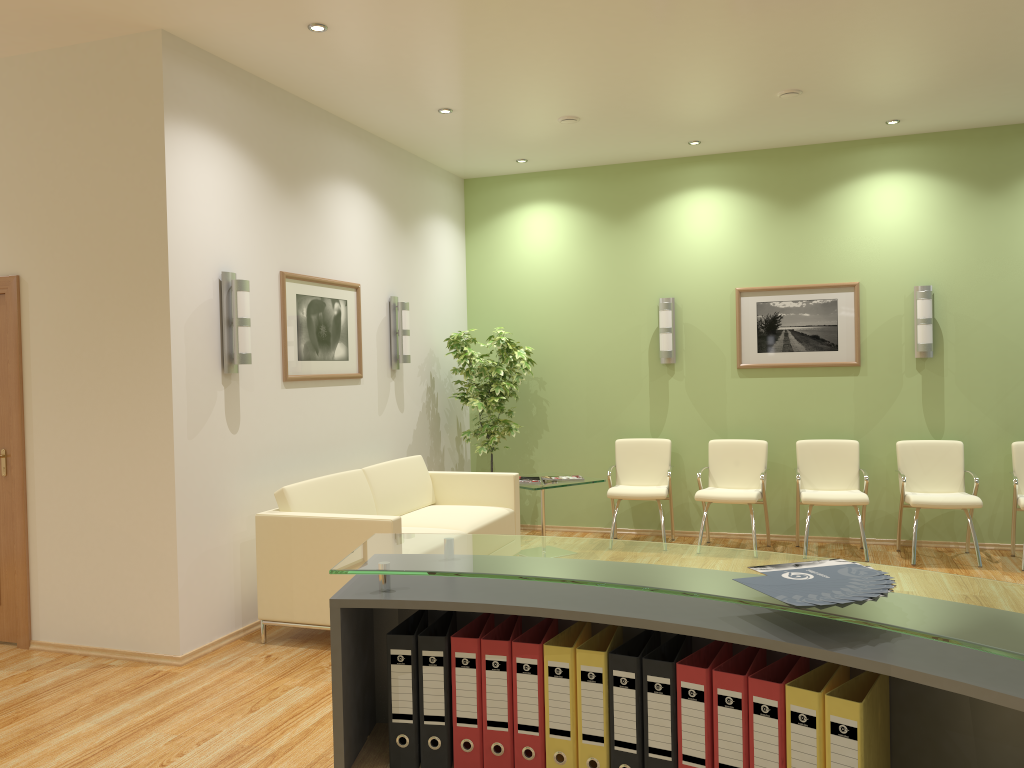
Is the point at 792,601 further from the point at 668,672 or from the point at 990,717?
the point at 990,717

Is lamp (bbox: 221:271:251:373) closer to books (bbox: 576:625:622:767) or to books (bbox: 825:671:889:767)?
books (bbox: 576:625:622:767)

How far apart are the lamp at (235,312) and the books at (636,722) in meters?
3.7

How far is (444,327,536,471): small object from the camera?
7.60m

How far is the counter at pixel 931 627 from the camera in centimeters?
133cm

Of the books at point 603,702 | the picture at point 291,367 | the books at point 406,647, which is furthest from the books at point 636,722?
the picture at point 291,367

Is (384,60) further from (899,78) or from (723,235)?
(723,235)

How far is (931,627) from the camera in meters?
1.3

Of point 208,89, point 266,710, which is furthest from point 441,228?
point 266,710

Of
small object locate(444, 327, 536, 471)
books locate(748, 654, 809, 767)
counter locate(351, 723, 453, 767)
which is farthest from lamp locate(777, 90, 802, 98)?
counter locate(351, 723, 453, 767)
